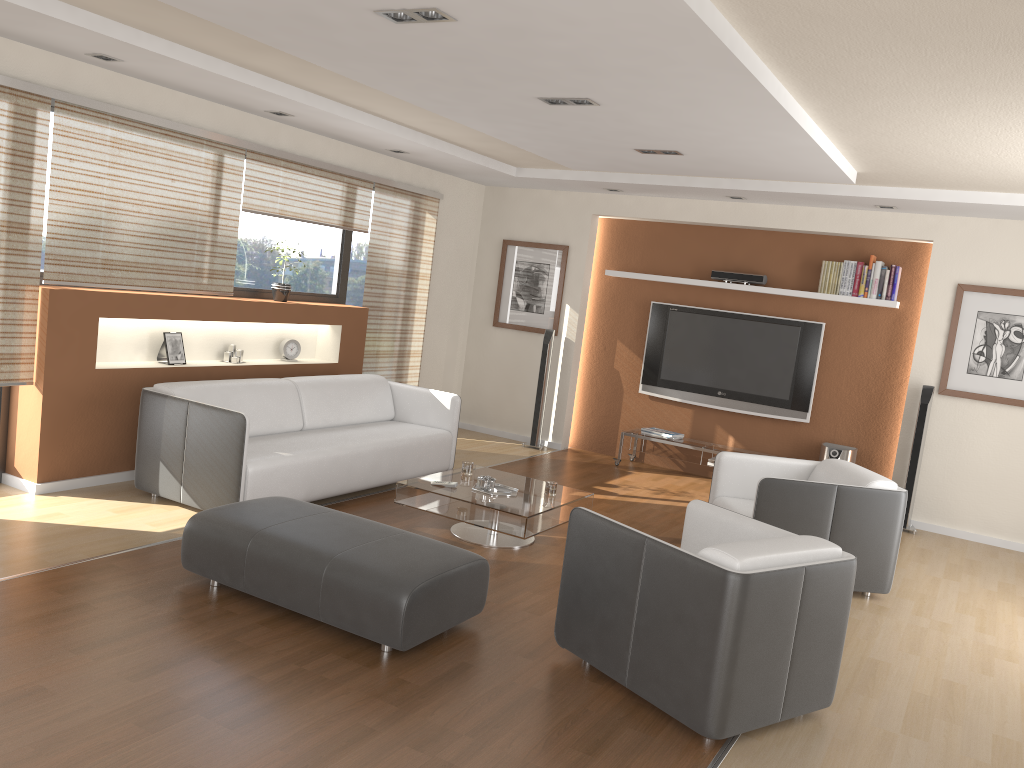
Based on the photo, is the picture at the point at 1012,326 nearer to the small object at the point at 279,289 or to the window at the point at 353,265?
the window at the point at 353,265

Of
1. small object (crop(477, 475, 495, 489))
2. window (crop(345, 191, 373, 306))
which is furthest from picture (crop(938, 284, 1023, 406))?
window (crop(345, 191, 373, 306))

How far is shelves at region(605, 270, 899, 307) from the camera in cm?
731

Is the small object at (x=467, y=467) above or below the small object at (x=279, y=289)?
below

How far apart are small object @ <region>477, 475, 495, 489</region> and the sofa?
0.94m

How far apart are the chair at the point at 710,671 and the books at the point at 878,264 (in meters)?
4.08

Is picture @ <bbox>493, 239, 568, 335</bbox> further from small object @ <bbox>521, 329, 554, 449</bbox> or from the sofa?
the sofa

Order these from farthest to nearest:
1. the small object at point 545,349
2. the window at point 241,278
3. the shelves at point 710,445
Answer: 1. the small object at point 545,349
2. the shelves at point 710,445
3. the window at point 241,278

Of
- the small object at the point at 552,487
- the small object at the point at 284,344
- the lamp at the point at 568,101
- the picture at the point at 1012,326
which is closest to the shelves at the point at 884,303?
the picture at the point at 1012,326

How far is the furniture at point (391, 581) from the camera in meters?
3.5 m
